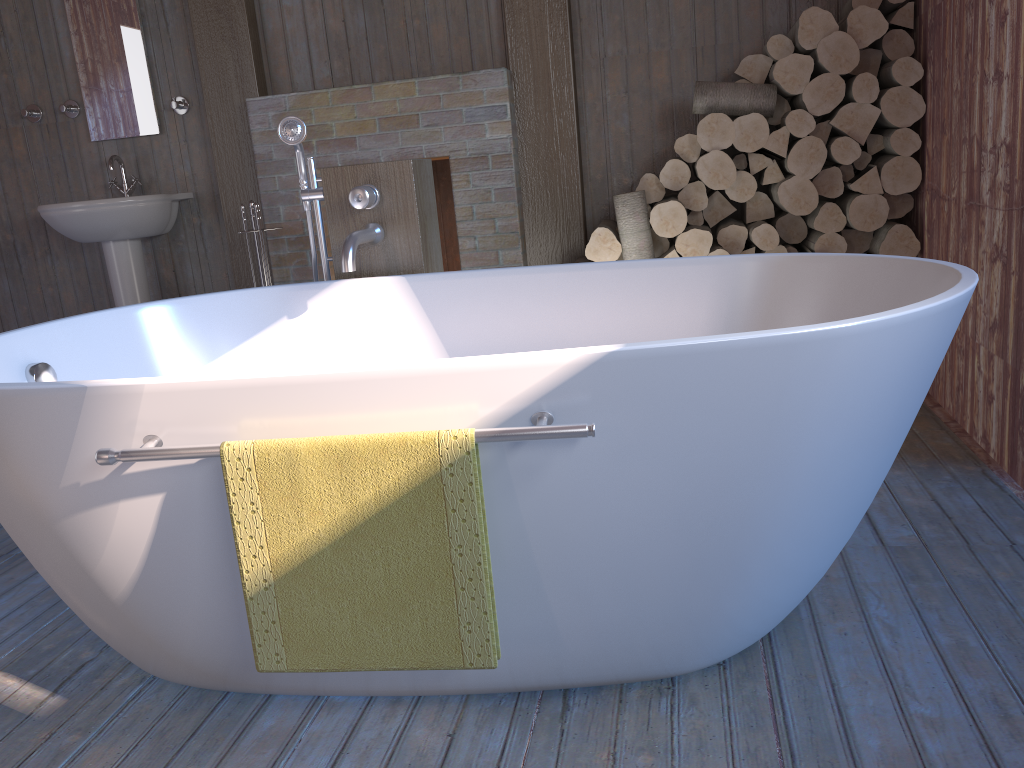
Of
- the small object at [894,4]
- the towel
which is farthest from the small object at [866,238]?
the towel

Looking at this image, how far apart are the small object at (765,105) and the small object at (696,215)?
0.37m

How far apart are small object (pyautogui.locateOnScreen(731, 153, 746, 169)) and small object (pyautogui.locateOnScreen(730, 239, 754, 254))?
0.3m

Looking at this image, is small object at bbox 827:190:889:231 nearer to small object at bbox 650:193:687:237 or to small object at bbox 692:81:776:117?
small object at bbox 692:81:776:117

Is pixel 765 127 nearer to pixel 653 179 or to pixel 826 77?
pixel 826 77

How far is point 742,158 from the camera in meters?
3.3 m

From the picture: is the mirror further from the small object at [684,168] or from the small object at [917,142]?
the small object at [917,142]

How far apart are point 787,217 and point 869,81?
0.5 meters

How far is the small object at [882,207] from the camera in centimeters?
313cm

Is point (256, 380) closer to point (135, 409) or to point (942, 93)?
point (135, 409)
